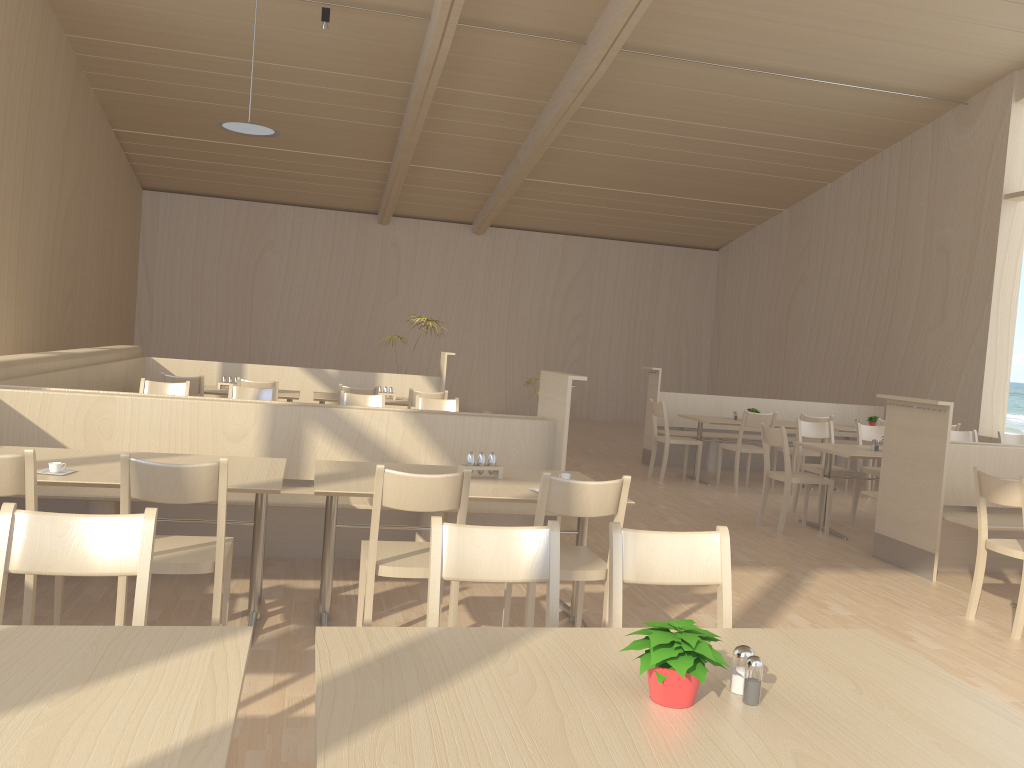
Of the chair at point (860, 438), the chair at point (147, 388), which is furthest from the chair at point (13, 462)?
the chair at point (860, 438)

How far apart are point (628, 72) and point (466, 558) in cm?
852

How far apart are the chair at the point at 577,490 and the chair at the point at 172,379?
4.5 meters

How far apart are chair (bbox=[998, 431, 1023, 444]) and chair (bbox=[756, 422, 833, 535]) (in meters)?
2.46

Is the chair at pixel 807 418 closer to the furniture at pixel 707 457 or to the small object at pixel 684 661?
the furniture at pixel 707 457

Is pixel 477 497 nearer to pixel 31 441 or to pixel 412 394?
pixel 31 441

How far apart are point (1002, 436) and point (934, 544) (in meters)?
3.18

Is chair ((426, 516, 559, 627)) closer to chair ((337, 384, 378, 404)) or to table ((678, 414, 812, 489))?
chair ((337, 384, 378, 404))

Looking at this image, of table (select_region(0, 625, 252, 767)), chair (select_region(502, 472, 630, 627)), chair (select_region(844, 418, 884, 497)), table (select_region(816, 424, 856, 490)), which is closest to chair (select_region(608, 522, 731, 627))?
chair (select_region(502, 472, 630, 627))

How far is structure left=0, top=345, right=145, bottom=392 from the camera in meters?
5.2
